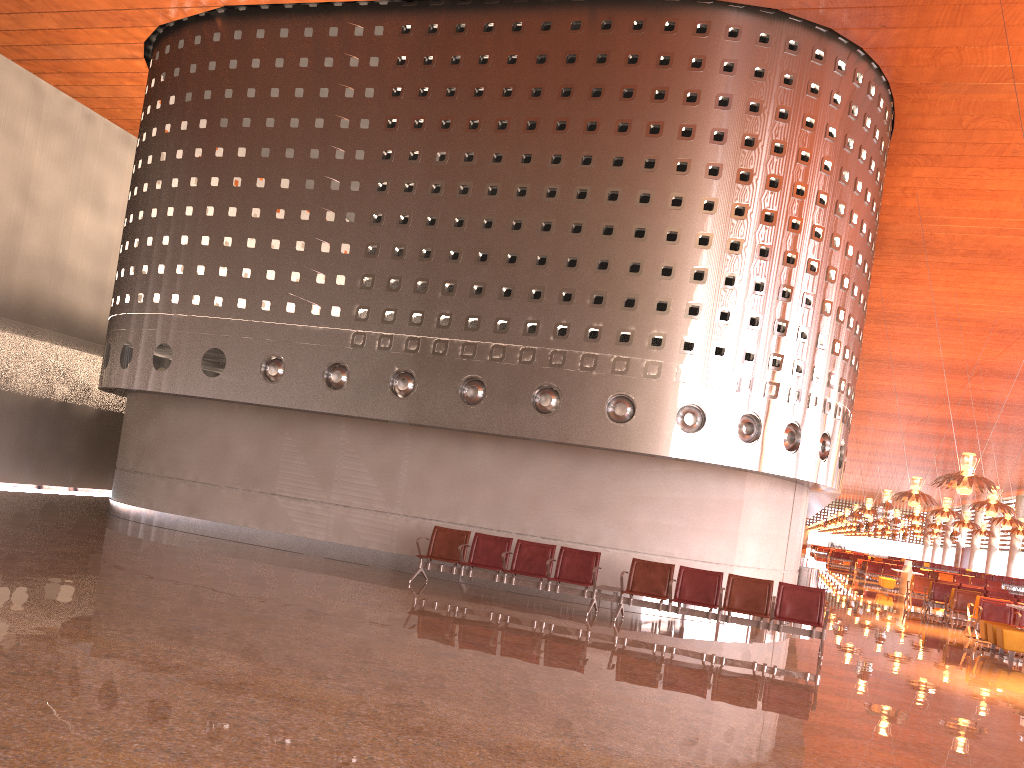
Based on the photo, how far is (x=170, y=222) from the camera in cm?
1586

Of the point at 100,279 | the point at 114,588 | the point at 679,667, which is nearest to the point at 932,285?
the point at 679,667

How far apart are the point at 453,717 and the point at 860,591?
27.0m
